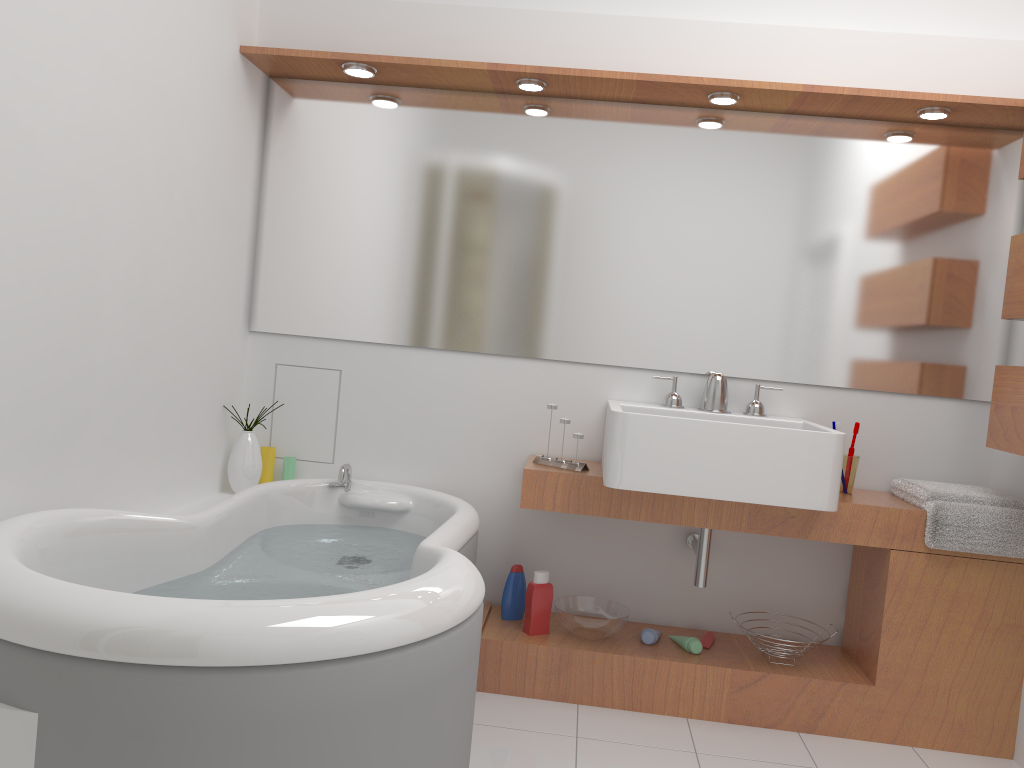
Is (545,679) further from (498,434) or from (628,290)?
(628,290)

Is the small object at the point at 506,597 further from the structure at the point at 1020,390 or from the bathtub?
the structure at the point at 1020,390

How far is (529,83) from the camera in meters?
2.8 m

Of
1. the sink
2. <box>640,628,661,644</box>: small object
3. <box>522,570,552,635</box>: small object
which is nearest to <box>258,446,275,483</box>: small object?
<box>522,570,552,635</box>: small object

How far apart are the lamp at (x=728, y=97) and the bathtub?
1.49m

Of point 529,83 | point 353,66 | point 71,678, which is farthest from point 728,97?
point 71,678

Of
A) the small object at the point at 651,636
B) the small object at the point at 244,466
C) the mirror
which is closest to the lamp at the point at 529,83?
the mirror

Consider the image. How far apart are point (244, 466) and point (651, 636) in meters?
1.4 m

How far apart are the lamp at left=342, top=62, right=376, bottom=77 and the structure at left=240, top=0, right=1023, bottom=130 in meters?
0.0 m

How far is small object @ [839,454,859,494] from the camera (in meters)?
2.80
